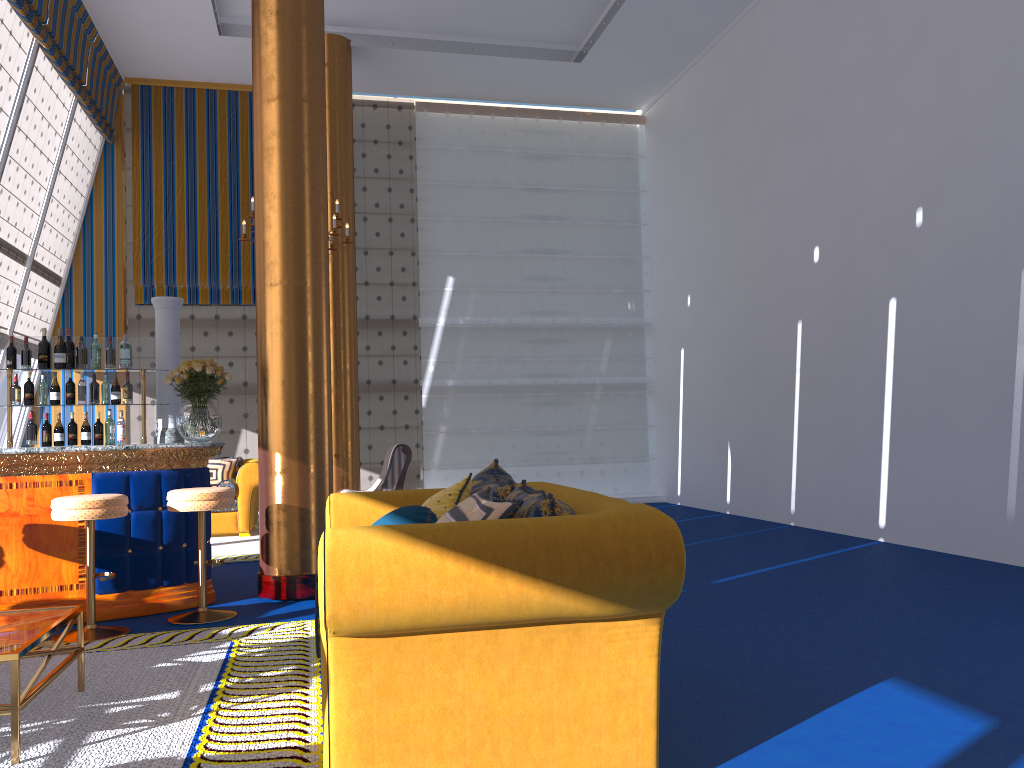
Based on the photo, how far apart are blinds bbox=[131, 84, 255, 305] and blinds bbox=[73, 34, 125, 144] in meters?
0.2

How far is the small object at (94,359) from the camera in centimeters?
652cm

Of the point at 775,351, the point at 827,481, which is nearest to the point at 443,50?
the point at 775,351

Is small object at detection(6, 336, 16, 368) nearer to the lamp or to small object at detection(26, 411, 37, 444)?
small object at detection(26, 411, 37, 444)

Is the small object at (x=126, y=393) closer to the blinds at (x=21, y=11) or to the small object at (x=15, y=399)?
the small object at (x=15, y=399)

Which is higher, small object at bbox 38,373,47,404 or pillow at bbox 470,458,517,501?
small object at bbox 38,373,47,404

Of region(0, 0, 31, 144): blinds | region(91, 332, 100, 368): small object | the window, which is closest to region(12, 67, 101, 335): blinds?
the window

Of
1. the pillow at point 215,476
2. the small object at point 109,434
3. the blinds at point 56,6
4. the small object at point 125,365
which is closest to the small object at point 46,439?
the small object at point 109,434

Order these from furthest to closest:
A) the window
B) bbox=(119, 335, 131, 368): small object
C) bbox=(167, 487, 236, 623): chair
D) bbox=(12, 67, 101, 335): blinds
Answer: bbox=(12, 67, 101, 335): blinds < the window < bbox=(119, 335, 131, 368): small object < bbox=(167, 487, 236, 623): chair

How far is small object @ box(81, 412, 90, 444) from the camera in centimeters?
648cm
